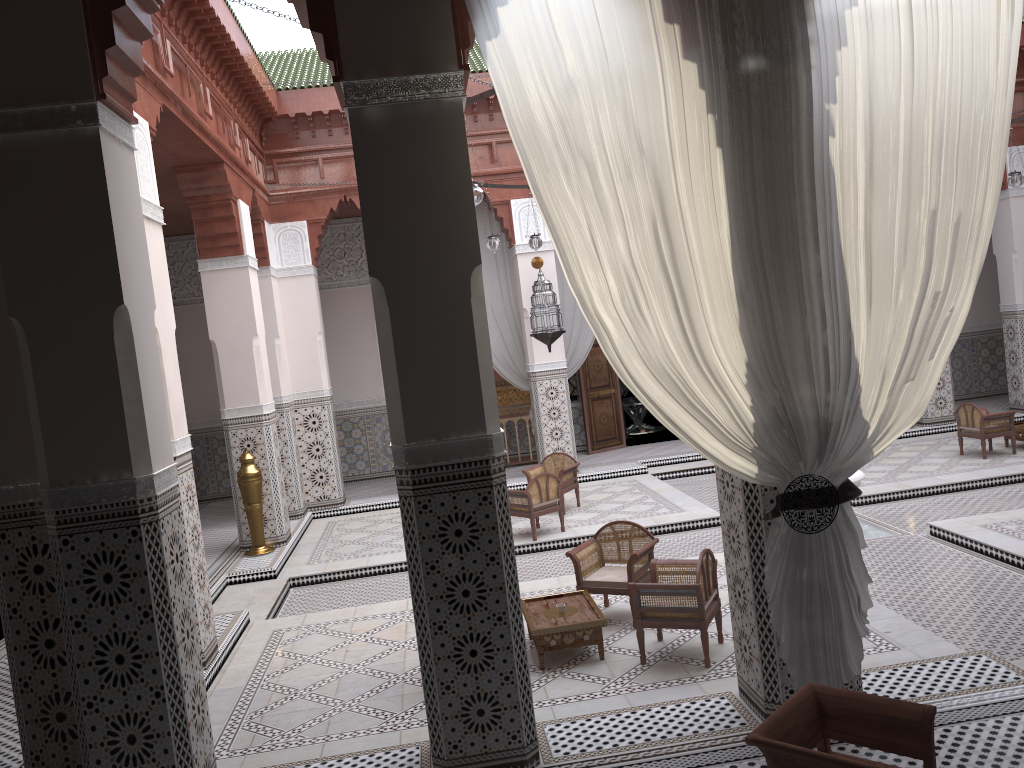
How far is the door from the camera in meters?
6.5

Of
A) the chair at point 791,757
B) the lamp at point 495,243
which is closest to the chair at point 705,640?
the chair at point 791,757

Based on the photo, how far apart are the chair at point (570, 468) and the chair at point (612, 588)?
1.6 meters

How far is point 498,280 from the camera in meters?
5.9 m

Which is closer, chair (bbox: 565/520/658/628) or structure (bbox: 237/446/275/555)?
chair (bbox: 565/520/658/628)

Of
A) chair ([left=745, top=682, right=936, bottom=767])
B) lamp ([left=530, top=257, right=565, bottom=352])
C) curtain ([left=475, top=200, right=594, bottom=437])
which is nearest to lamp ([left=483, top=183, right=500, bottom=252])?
lamp ([left=530, top=257, right=565, bottom=352])

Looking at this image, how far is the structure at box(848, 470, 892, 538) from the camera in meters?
3.9

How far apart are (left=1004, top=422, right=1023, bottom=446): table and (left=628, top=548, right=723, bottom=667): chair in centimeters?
328cm

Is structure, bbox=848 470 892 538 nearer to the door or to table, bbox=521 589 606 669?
table, bbox=521 589 606 669

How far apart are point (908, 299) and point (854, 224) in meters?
0.2 m
